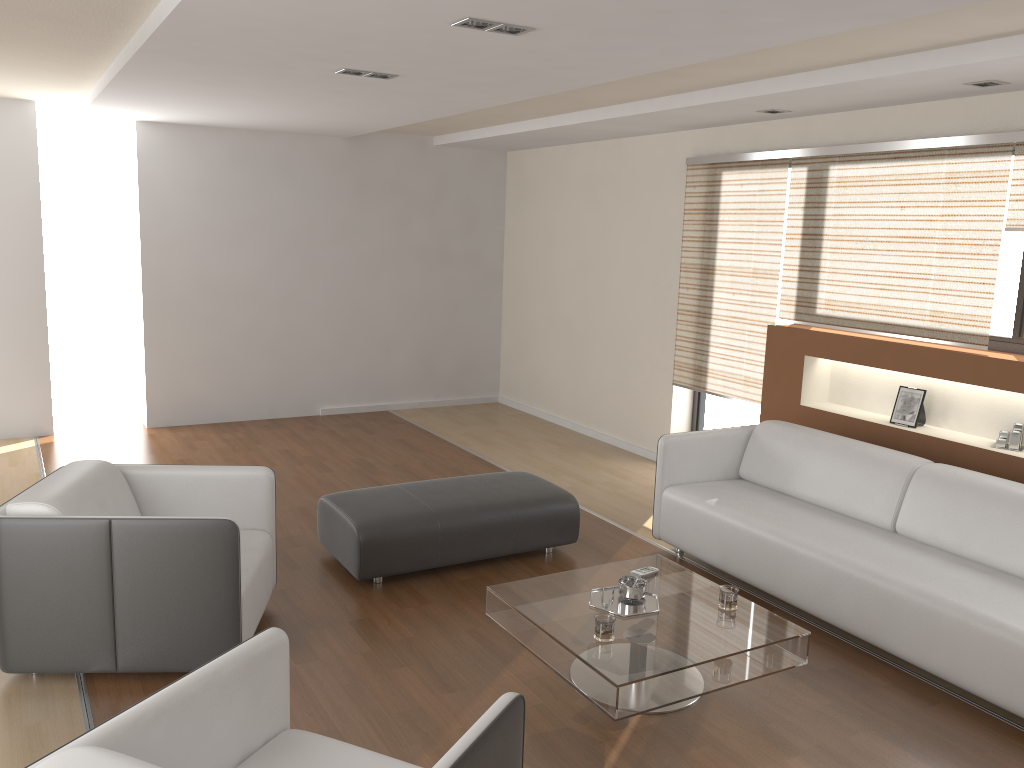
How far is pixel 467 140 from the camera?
7.8m

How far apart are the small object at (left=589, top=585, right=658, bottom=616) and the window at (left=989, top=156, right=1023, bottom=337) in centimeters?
262cm

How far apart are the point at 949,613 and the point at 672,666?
1.22m

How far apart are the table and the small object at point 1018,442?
1.9 meters

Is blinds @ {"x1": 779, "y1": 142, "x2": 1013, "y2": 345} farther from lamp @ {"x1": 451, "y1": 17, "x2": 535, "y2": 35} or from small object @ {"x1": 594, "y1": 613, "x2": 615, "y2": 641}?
small object @ {"x1": 594, "y1": 613, "x2": 615, "y2": 641}

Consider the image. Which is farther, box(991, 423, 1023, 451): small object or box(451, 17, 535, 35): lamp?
box(991, 423, 1023, 451): small object

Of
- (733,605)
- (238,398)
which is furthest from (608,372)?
(733,605)

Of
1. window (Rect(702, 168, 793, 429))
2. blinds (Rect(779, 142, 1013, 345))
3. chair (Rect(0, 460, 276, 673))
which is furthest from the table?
window (Rect(702, 168, 793, 429))

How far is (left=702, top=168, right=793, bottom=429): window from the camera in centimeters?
644cm

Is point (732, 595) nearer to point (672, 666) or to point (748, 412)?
point (672, 666)
